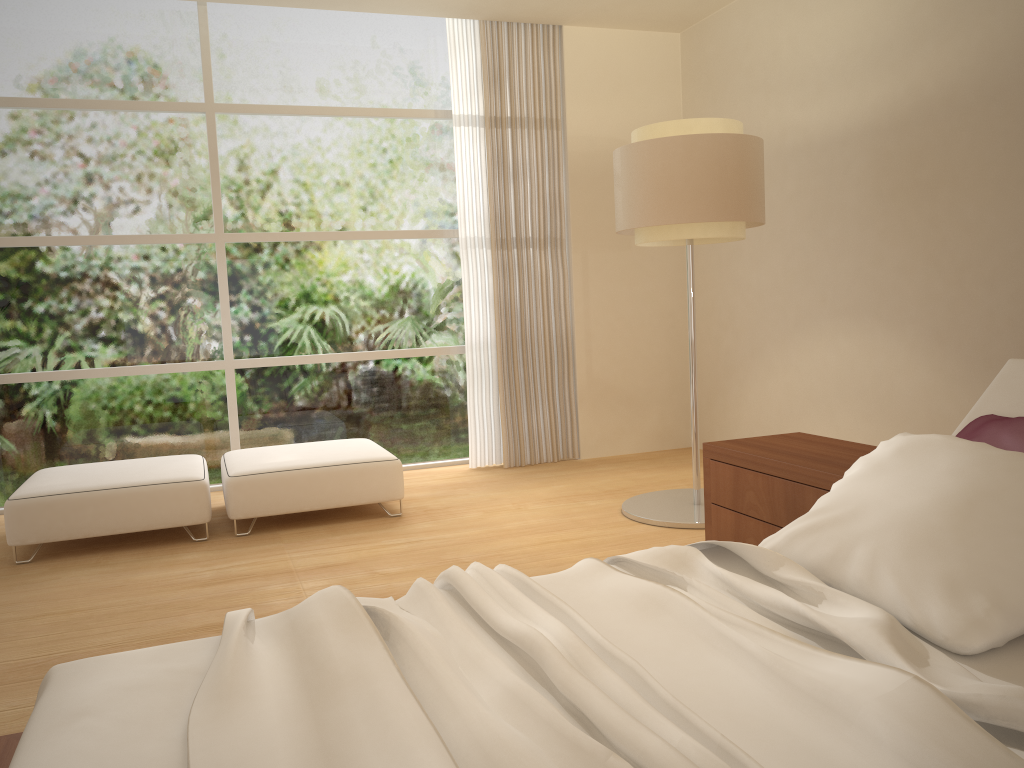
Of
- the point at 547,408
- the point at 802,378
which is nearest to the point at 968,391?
the point at 802,378

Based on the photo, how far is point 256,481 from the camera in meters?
4.7

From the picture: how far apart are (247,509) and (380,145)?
2.8m

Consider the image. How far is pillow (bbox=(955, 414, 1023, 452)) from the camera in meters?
2.2

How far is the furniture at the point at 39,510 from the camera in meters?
4.3 m

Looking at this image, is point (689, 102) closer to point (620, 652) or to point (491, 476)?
point (491, 476)

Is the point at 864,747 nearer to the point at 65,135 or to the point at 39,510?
the point at 39,510

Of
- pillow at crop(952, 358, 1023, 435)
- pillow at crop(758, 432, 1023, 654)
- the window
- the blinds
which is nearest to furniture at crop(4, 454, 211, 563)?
the window

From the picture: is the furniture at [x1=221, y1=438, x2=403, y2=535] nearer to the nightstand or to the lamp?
the lamp

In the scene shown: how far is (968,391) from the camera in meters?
4.3
